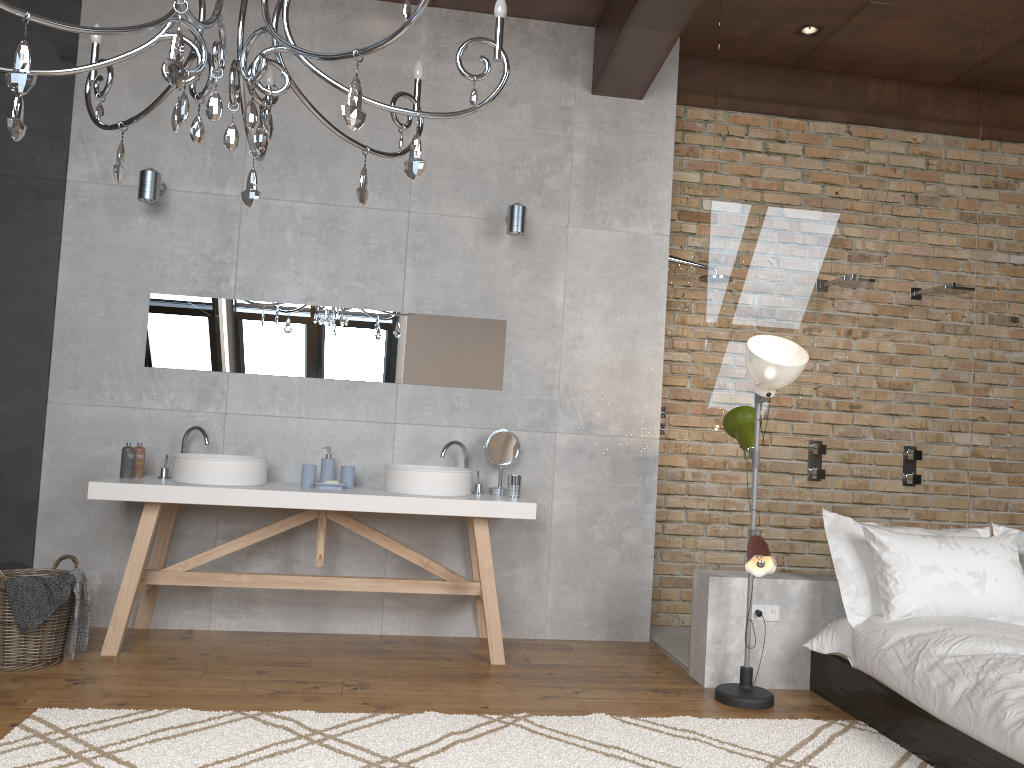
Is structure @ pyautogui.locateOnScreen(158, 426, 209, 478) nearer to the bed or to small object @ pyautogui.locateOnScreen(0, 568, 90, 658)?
small object @ pyautogui.locateOnScreen(0, 568, 90, 658)

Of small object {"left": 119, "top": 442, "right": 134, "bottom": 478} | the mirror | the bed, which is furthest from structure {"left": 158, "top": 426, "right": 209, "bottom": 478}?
the bed

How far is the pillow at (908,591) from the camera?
3.70m

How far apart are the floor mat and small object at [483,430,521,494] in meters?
1.4 m

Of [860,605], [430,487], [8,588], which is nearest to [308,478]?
[430,487]

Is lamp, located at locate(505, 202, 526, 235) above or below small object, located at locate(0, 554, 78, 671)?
above

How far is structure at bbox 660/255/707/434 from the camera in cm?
513

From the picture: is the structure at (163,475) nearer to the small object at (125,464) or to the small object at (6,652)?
the small object at (125,464)

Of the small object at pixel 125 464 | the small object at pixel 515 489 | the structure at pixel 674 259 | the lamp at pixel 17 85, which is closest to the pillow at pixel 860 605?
the small object at pixel 515 489

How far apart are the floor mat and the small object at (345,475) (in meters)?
1.37
